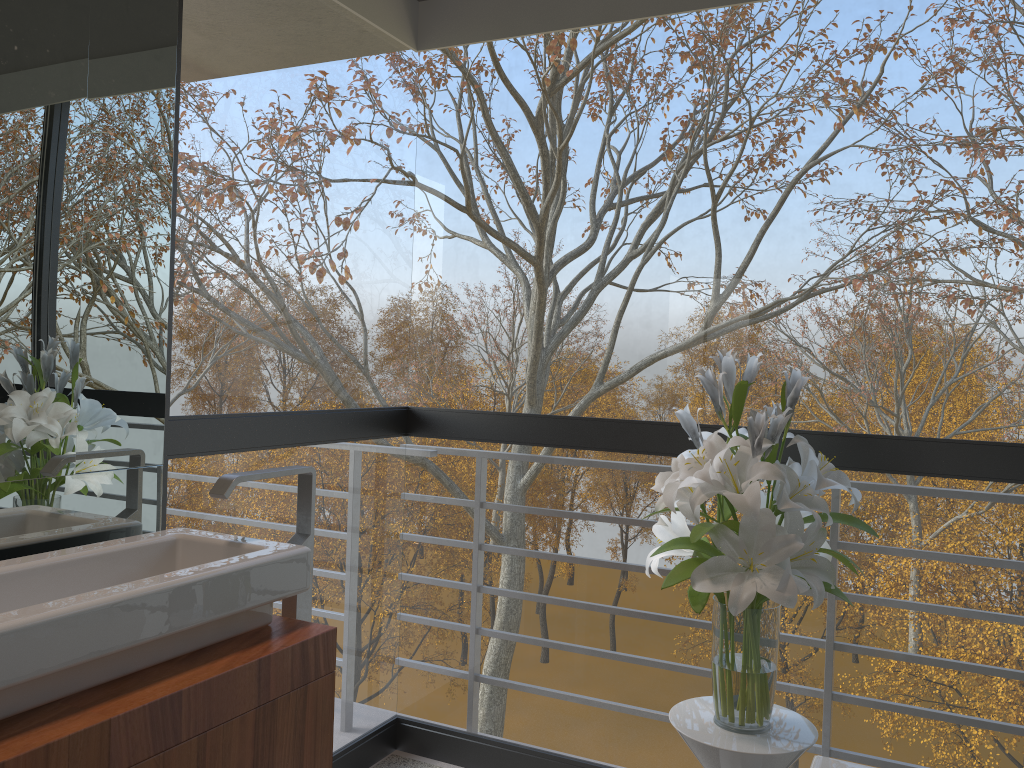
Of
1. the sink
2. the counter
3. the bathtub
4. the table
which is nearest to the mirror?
the sink

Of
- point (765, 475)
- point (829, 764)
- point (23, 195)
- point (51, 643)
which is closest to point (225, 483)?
point (51, 643)

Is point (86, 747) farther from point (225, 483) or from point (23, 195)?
point (23, 195)

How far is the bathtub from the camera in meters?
1.6 m

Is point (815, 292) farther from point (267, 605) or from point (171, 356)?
point (267, 605)

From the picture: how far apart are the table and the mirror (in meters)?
1.17

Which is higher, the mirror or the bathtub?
the mirror

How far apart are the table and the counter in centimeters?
71cm

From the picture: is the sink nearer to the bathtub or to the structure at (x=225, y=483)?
the structure at (x=225, y=483)

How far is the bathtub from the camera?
1.6 meters
